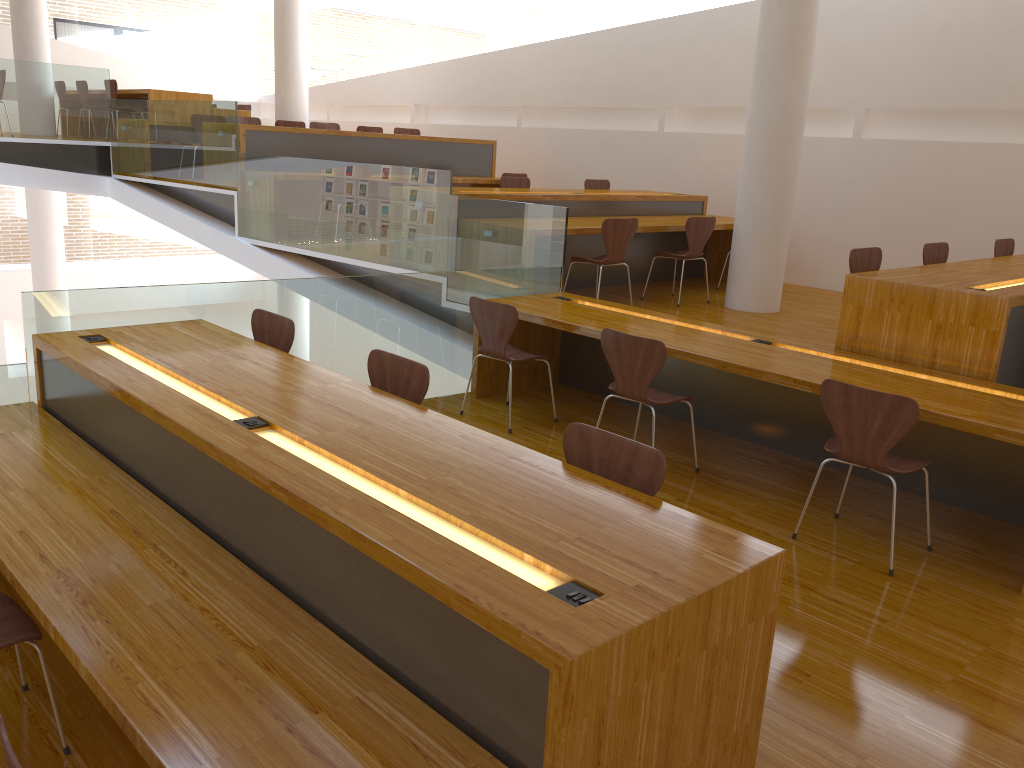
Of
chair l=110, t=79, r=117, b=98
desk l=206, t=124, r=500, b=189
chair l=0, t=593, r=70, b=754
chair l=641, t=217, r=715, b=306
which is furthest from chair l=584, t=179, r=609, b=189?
chair l=0, t=593, r=70, b=754

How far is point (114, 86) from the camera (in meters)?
10.16

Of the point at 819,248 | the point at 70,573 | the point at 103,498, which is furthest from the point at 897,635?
the point at 819,248

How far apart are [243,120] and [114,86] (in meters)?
2.10

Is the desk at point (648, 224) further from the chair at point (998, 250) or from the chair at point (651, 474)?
the chair at point (651, 474)

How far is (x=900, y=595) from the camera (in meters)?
3.23

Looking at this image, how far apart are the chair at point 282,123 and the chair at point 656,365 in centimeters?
715cm

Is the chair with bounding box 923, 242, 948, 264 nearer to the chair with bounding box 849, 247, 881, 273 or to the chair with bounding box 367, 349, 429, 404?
the chair with bounding box 849, 247, 881, 273

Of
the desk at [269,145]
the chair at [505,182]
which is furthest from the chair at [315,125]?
the chair at [505,182]

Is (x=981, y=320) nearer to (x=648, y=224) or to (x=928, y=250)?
(x=928, y=250)
